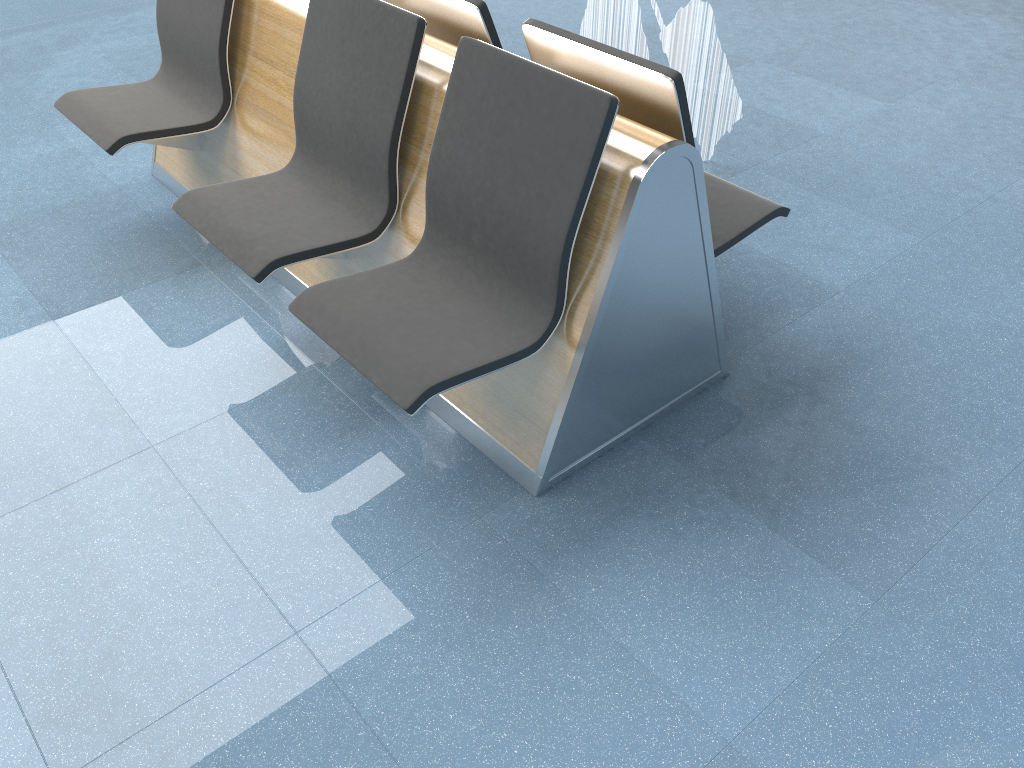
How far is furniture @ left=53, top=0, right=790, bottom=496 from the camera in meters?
1.9

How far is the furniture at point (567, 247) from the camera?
1.9m

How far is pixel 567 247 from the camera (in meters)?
1.89
